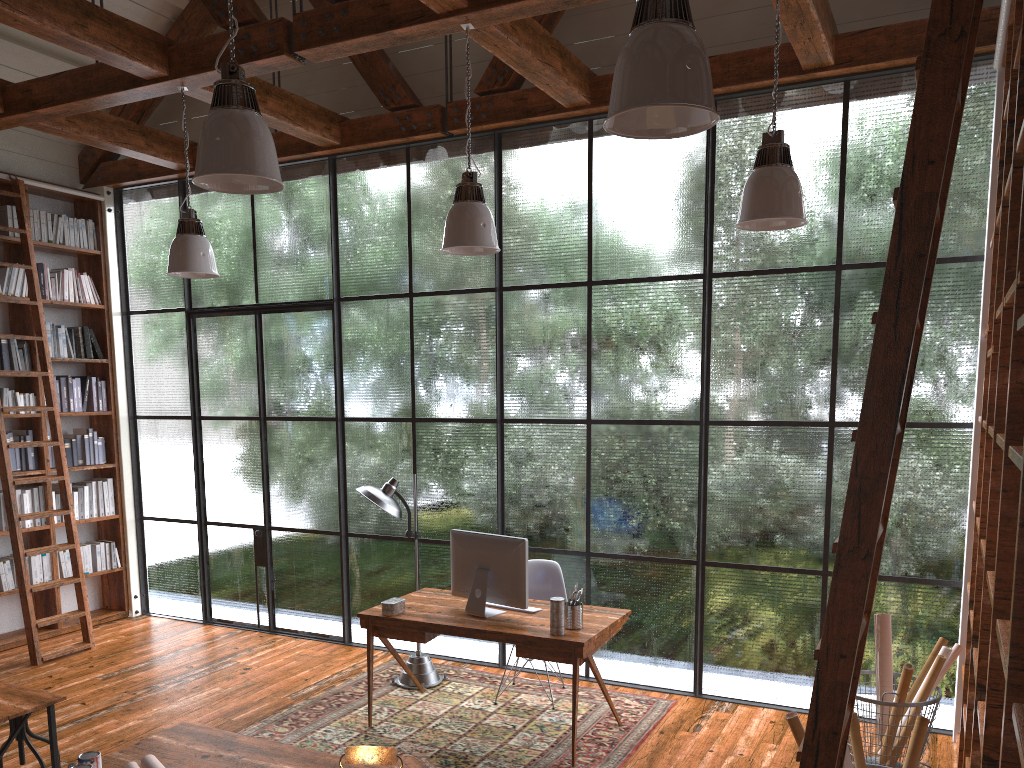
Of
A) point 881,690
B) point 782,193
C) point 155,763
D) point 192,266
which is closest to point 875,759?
point 881,690

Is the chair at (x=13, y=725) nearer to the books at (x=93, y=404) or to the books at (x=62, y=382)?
the books at (x=62, y=382)

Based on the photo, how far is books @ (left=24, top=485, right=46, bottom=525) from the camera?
6.80m

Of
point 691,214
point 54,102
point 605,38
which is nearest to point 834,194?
point 691,214

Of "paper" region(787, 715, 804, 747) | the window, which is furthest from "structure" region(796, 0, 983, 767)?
the window

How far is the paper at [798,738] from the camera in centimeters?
320cm

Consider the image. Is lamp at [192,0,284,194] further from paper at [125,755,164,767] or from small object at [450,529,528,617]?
small object at [450,529,528,617]

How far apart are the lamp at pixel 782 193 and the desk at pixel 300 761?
2.6m

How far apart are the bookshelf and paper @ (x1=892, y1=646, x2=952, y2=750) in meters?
6.2 m

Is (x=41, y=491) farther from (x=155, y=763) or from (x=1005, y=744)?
(x=1005, y=744)
